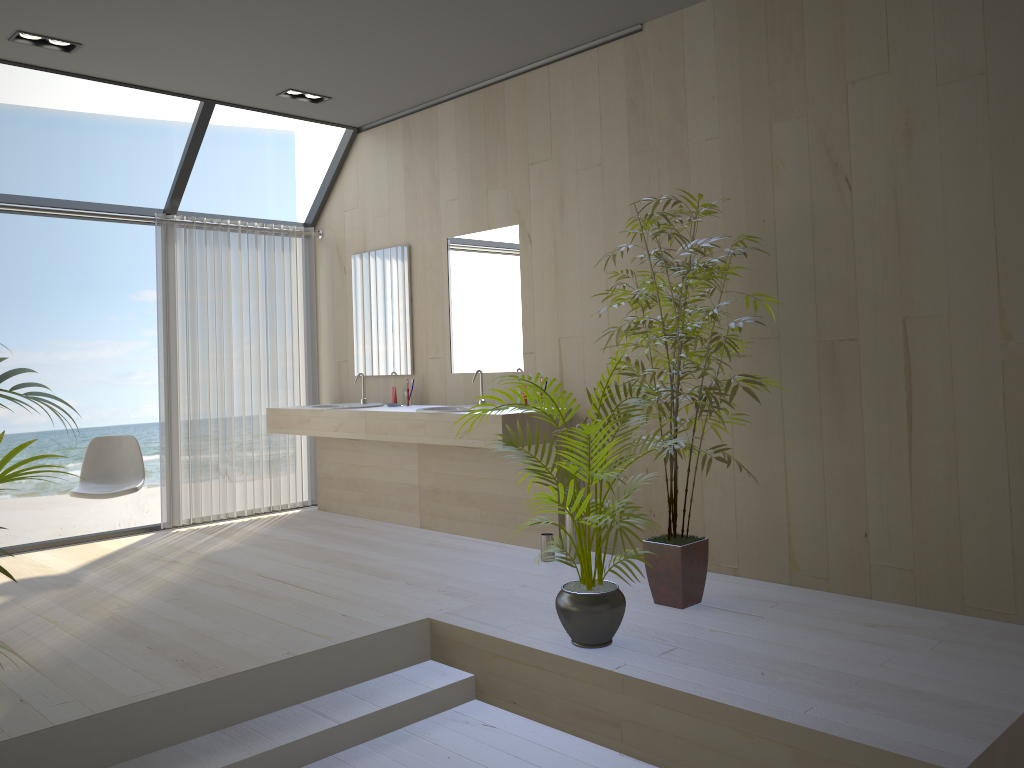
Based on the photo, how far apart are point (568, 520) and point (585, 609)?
1.4 meters

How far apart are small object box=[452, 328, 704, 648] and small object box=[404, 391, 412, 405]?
2.40m

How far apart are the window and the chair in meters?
0.5

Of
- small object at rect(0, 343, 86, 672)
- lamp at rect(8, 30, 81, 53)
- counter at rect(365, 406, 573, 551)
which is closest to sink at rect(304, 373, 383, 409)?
counter at rect(365, 406, 573, 551)

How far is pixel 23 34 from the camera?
4.42m

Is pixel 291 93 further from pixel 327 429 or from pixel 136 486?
pixel 136 486

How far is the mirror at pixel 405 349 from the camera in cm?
593

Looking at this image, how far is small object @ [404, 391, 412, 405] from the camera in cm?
579

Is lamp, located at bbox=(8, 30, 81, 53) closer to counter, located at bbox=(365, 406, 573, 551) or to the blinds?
the blinds

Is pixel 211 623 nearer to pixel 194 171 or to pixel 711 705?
pixel 711 705
